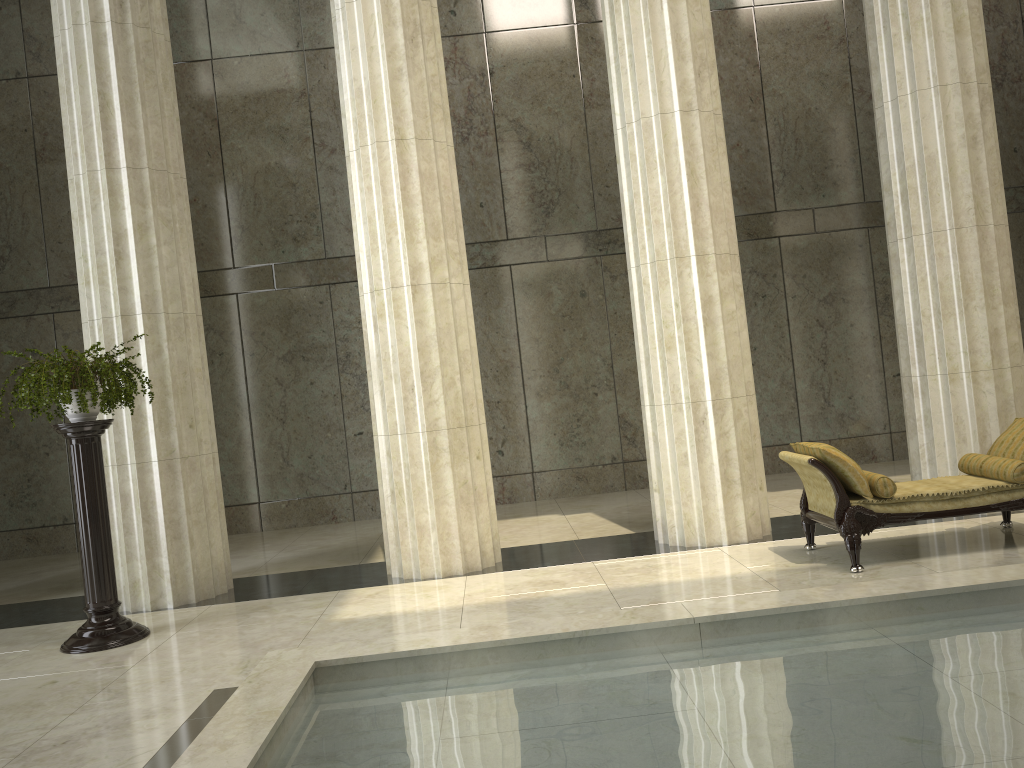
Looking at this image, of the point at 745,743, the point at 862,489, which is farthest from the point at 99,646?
the point at 862,489

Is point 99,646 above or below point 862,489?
below

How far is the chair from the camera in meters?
6.6

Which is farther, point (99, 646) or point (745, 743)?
point (99, 646)

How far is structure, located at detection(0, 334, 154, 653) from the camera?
6.7m

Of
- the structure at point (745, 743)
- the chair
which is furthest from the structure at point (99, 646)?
the chair

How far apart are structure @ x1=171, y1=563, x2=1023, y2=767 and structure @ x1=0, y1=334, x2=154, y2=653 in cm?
256

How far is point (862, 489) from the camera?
6.63m

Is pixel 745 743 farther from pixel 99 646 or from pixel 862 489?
pixel 99 646

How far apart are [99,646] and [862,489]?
5.8 meters
